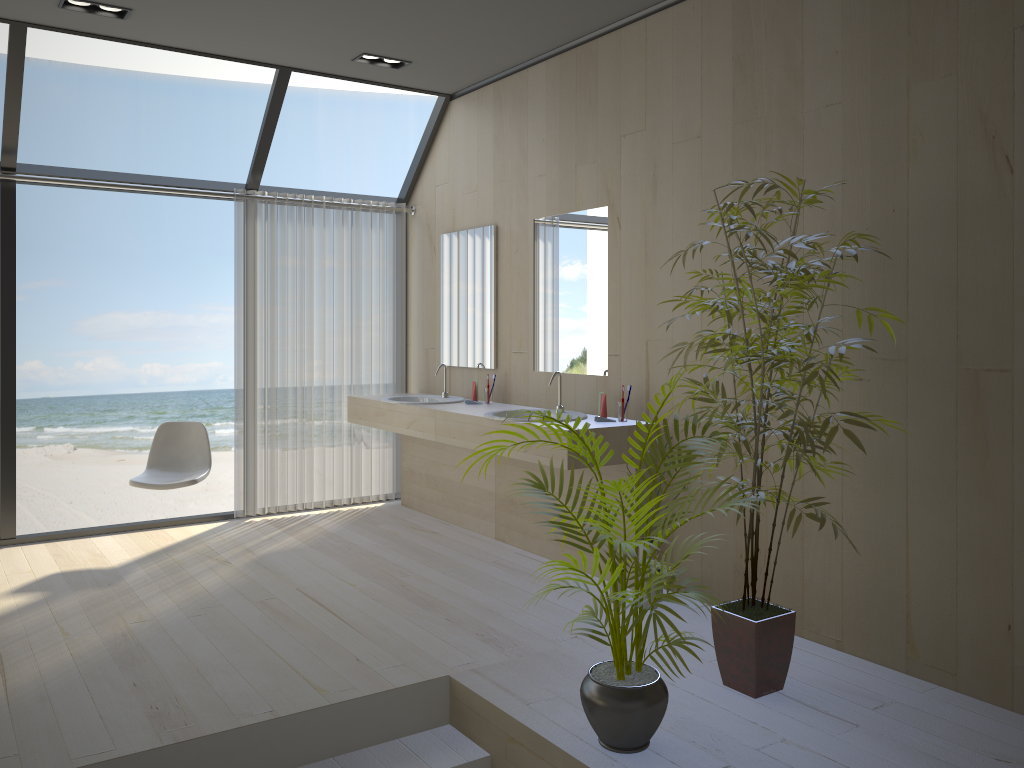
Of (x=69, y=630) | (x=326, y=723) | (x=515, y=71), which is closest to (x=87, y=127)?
(x=515, y=71)

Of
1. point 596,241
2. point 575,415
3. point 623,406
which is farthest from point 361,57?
point 623,406

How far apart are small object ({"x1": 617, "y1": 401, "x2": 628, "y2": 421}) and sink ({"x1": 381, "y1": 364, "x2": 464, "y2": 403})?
1.5 meters

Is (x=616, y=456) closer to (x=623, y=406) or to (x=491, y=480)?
(x=623, y=406)

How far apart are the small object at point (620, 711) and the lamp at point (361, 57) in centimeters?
316cm

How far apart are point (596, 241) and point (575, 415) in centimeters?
90cm

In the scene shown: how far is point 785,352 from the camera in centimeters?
284cm

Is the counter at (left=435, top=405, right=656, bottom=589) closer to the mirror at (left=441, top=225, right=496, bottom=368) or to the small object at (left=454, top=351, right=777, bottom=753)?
the mirror at (left=441, top=225, right=496, bottom=368)

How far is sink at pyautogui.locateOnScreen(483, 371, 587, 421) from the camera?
4.5 meters

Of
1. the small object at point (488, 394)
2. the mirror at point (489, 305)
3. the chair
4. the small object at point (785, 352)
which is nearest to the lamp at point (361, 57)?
the mirror at point (489, 305)
